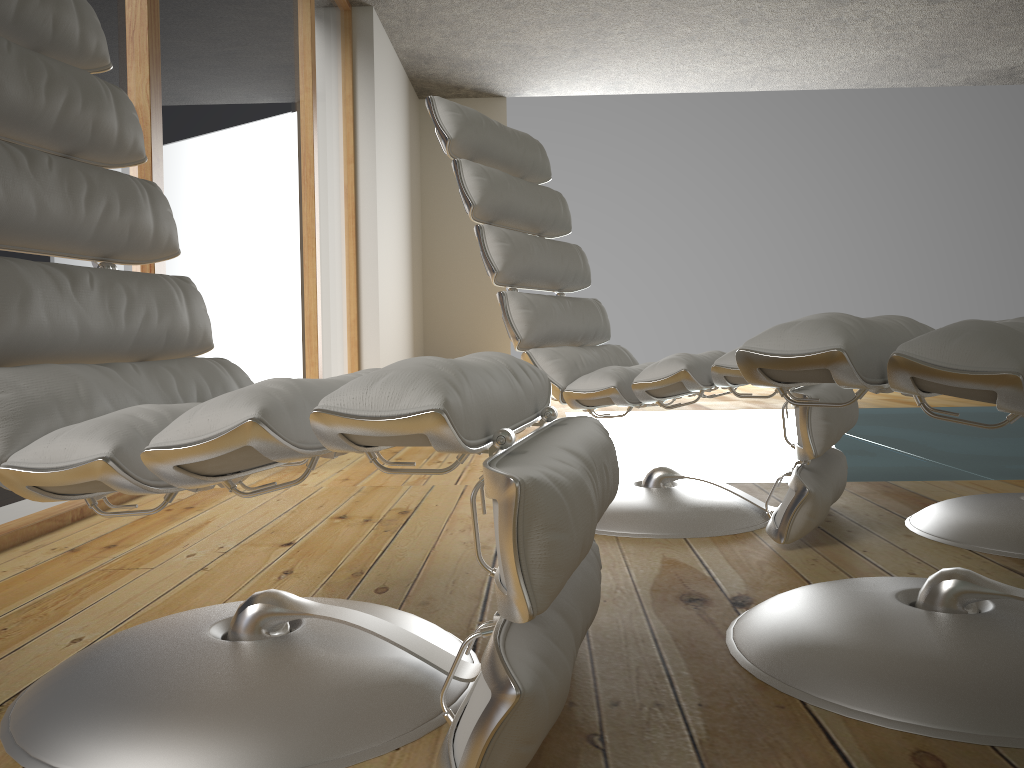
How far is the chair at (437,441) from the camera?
0.8m

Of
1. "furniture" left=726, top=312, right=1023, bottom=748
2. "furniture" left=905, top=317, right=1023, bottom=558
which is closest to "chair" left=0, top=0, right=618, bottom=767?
"furniture" left=726, top=312, right=1023, bottom=748

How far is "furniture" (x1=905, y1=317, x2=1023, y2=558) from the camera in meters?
1.7 m

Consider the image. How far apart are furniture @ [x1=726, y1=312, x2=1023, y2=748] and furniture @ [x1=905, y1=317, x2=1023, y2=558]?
0.5 meters

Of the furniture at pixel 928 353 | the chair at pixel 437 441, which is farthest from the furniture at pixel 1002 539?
the chair at pixel 437 441

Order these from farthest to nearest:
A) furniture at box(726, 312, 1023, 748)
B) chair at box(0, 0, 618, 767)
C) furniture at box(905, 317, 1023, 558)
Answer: furniture at box(905, 317, 1023, 558) < furniture at box(726, 312, 1023, 748) < chair at box(0, 0, 618, 767)

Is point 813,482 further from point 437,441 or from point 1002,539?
point 437,441

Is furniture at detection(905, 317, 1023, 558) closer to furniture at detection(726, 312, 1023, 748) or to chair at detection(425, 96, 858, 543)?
chair at detection(425, 96, 858, 543)

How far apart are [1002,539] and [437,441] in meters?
1.4 m

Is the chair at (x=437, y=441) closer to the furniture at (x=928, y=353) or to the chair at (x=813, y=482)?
the furniture at (x=928, y=353)
